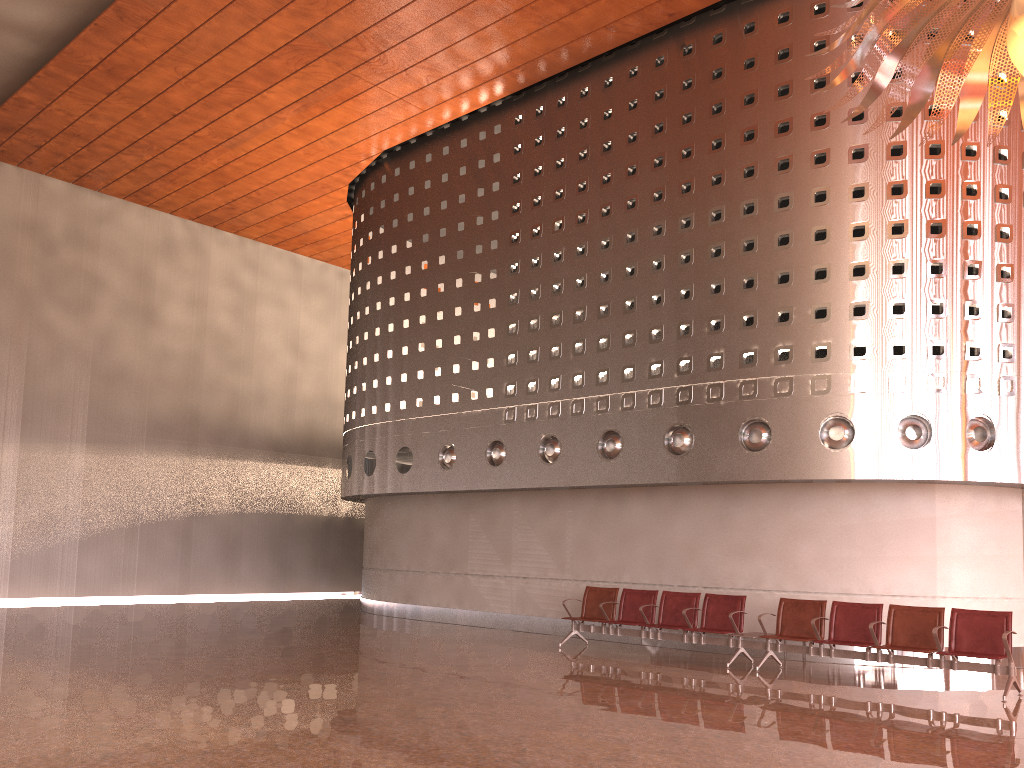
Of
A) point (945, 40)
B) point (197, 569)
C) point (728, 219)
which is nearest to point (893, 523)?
point (728, 219)
